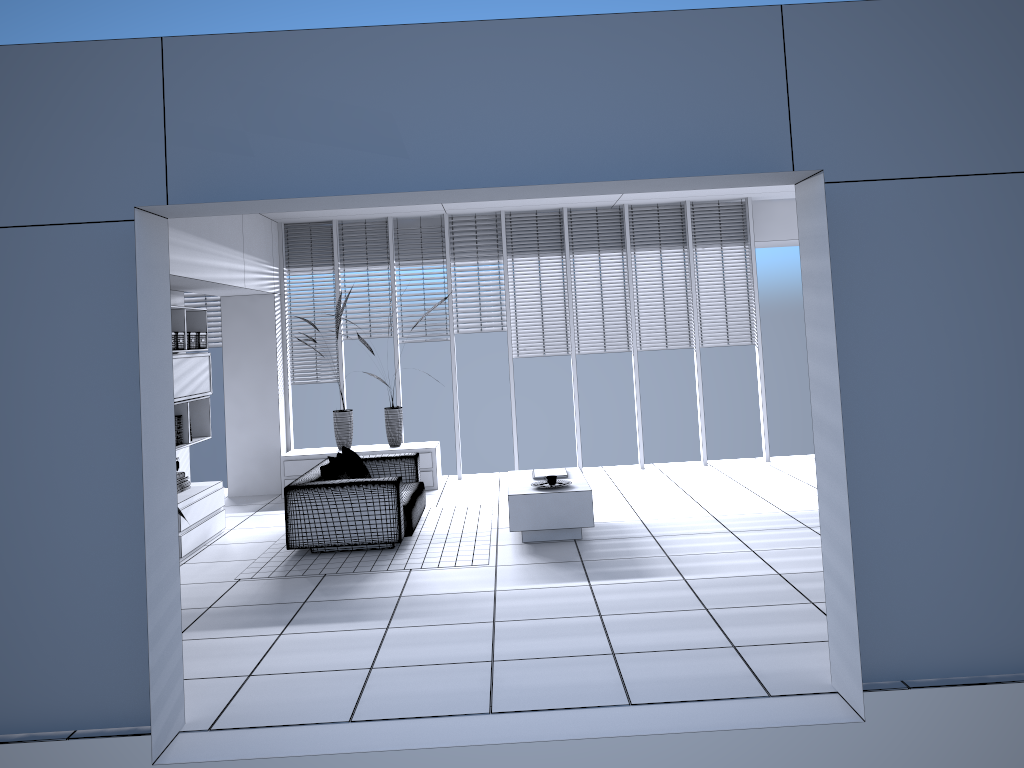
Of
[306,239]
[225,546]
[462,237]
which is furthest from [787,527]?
[306,239]

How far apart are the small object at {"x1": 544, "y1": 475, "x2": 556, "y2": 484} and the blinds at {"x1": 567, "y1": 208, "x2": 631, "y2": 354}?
3.4m

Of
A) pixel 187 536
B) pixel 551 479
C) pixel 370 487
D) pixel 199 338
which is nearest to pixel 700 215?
pixel 551 479

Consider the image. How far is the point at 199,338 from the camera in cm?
830

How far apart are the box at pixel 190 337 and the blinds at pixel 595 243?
4.30m

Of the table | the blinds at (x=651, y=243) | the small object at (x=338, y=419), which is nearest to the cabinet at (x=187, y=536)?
the small object at (x=338, y=419)

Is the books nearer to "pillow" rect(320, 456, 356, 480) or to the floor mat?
the floor mat

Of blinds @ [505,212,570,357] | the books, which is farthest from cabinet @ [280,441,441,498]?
the books

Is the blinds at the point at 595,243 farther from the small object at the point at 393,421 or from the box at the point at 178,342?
the box at the point at 178,342

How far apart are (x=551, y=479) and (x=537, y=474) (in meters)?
0.56
